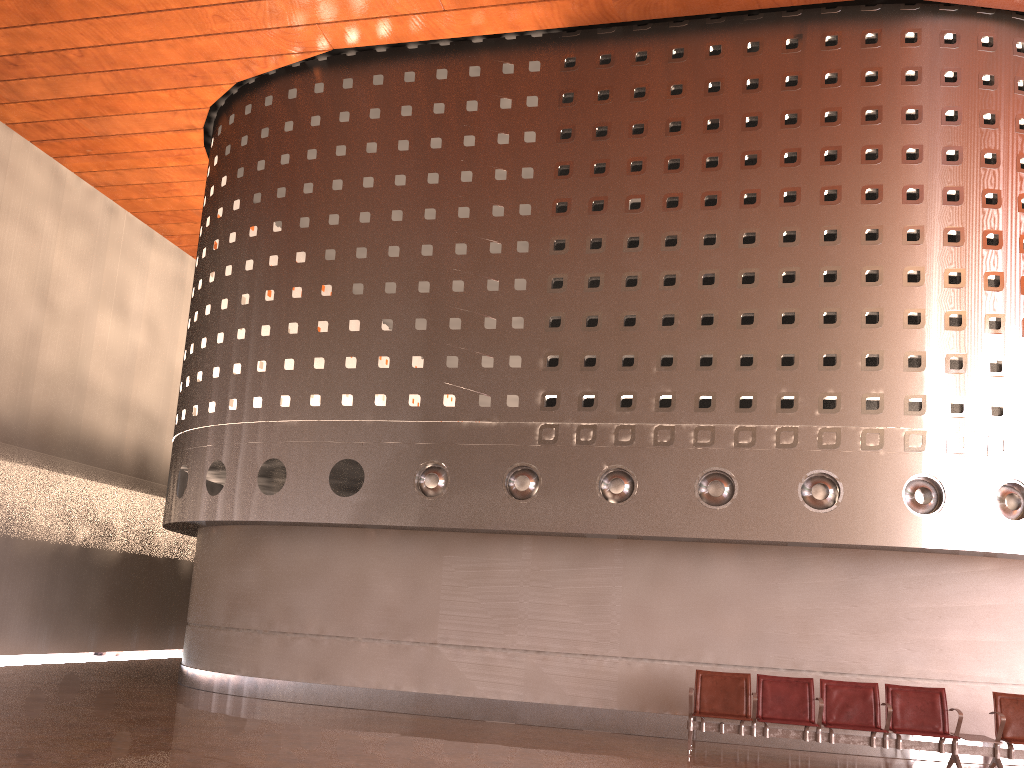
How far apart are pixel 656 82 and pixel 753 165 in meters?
1.8
